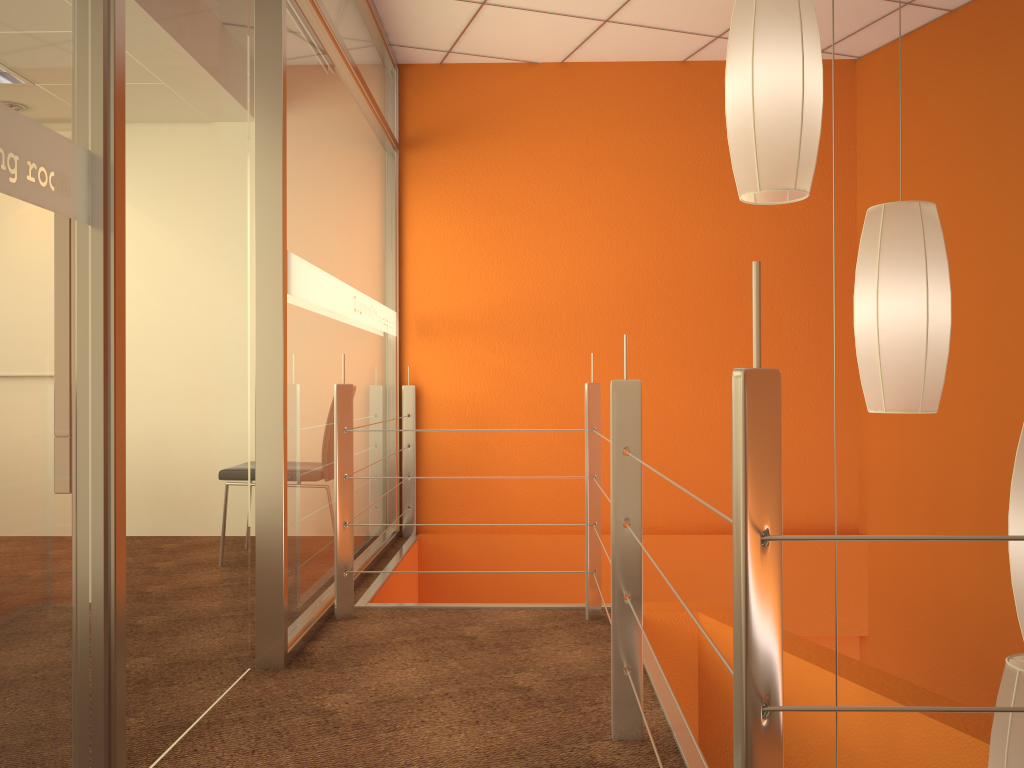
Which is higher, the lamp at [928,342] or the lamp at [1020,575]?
the lamp at [928,342]

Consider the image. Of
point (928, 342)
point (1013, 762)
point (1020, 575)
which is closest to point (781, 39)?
point (928, 342)

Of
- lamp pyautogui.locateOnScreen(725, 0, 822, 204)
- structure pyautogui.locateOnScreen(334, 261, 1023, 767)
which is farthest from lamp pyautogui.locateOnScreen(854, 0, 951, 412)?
structure pyautogui.locateOnScreen(334, 261, 1023, 767)

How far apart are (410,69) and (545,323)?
1.5 meters

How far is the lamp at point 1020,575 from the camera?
1.68m

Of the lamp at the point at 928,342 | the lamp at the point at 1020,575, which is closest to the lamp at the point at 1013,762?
the lamp at the point at 1020,575

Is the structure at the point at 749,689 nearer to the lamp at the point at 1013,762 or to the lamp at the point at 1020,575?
the lamp at the point at 1013,762

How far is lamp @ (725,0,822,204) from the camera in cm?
176

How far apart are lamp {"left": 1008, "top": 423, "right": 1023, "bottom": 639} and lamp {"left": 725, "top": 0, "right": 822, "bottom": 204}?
0.6 meters

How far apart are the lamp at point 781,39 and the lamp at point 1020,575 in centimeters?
65cm
